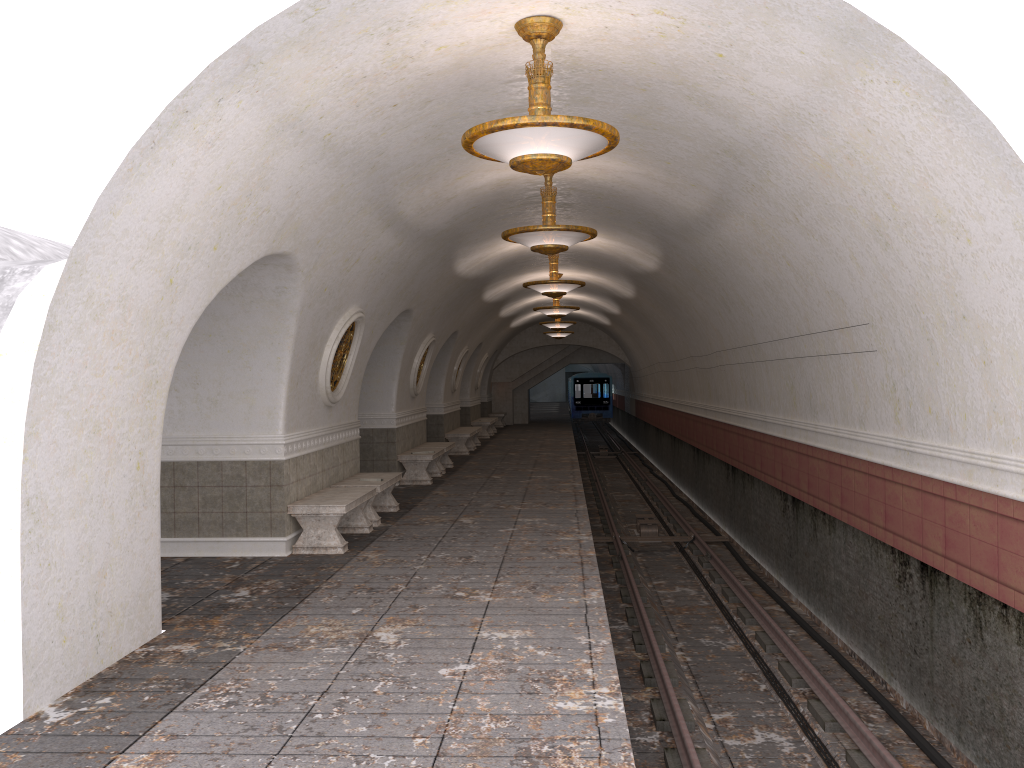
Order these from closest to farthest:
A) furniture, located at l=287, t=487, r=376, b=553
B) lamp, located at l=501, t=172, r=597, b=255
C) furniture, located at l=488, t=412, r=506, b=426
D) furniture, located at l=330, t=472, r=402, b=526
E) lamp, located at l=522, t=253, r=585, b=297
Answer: lamp, located at l=501, t=172, r=597, b=255
furniture, located at l=287, t=487, r=376, b=553
furniture, located at l=330, t=472, r=402, b=526
lamp, located at l=522, t=253, r=585, b=297
furniture, located at l=488, t=412, r=506, b=426

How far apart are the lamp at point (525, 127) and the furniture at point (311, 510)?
4.4 meters

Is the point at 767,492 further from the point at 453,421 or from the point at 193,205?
the point at 453,421

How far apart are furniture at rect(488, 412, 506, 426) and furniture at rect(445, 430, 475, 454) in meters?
11.0

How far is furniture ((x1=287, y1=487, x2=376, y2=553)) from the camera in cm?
903

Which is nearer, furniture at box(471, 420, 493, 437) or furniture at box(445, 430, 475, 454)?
furniture at box(445, 430, 475, 454)

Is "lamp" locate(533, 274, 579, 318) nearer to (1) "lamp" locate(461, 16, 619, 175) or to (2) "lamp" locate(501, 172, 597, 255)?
(2) "lamp" locate(501, 172, 597, 255)

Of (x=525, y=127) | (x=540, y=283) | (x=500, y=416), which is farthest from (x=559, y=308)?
(x=500, y=416)

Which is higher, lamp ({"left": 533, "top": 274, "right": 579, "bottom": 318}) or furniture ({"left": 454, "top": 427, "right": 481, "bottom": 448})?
lamp ({"left": 533, "top": 274, "right": 579, "bottom": 318})

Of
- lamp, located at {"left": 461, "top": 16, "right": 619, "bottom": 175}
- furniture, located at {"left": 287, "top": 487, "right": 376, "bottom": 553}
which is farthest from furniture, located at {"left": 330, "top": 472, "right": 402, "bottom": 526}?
lamp, located at {"left": 461, "top": 16, "right": 619, "bottom": 175}
